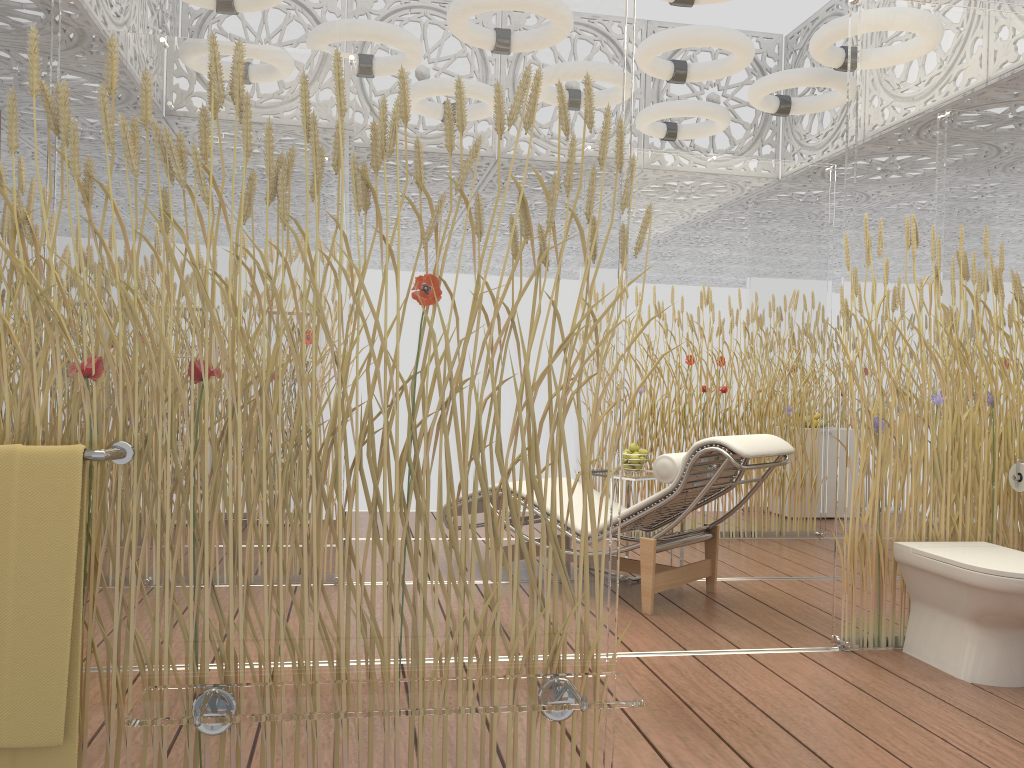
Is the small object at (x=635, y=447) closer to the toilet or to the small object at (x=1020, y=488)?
the toilet

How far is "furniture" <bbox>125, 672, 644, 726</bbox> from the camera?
1.6m

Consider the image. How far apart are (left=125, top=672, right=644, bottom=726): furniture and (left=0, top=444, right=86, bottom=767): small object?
0.1m

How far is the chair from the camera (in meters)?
3.80

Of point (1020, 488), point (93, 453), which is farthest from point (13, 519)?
point (1020, 488)

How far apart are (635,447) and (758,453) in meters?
1.1 m

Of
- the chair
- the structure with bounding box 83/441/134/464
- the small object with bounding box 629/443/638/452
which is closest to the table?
the small object with bounding box 629/443/638/452

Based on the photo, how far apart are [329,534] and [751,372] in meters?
4.7

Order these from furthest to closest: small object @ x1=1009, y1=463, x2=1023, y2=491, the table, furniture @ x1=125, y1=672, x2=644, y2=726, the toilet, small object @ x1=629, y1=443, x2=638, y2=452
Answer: small object @ x1=629, y1=443, x2=638, y2=452 < the table < small object @ x1=1009, y1=463, x2=1023, y2=491 < the toilet < furniture @ x1=125, y1=672, x2=644, y2=726

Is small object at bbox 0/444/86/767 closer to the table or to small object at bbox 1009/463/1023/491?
the table
